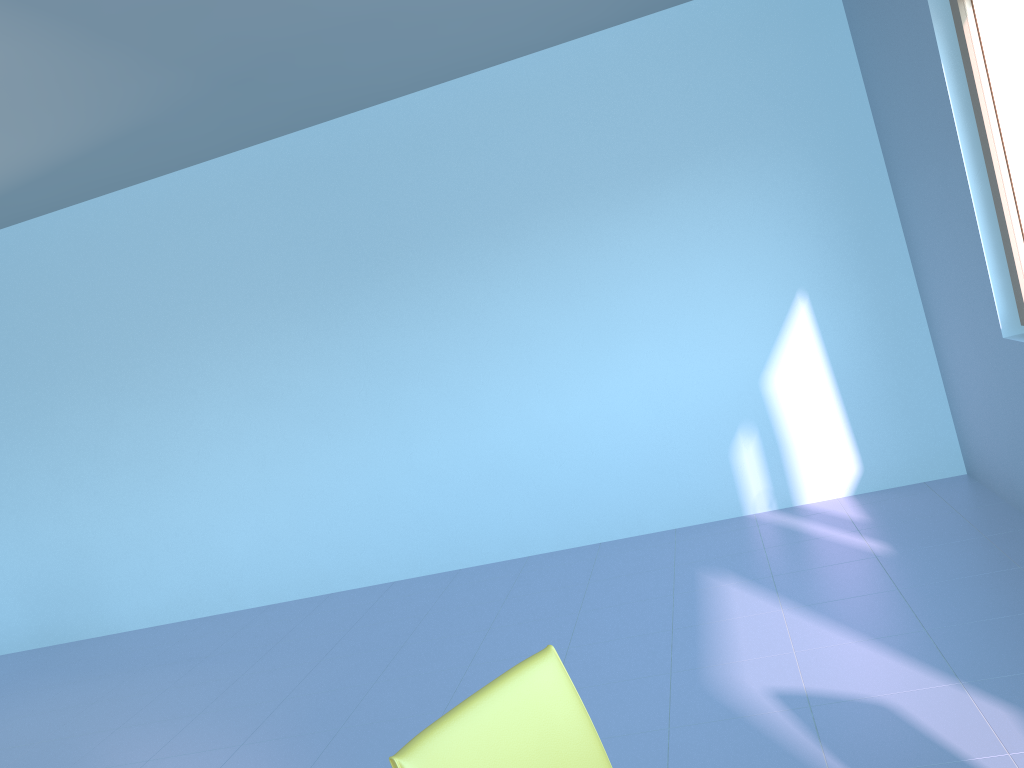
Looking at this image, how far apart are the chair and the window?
2.41m

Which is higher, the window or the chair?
the window

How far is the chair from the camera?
1.2m

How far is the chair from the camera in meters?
1.2 m

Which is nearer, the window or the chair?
the chair

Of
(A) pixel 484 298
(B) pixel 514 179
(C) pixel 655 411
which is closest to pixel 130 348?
(A) pixel 484 298

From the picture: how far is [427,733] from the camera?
1.2m

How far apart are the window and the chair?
2.4m

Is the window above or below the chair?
above

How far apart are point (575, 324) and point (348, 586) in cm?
193
